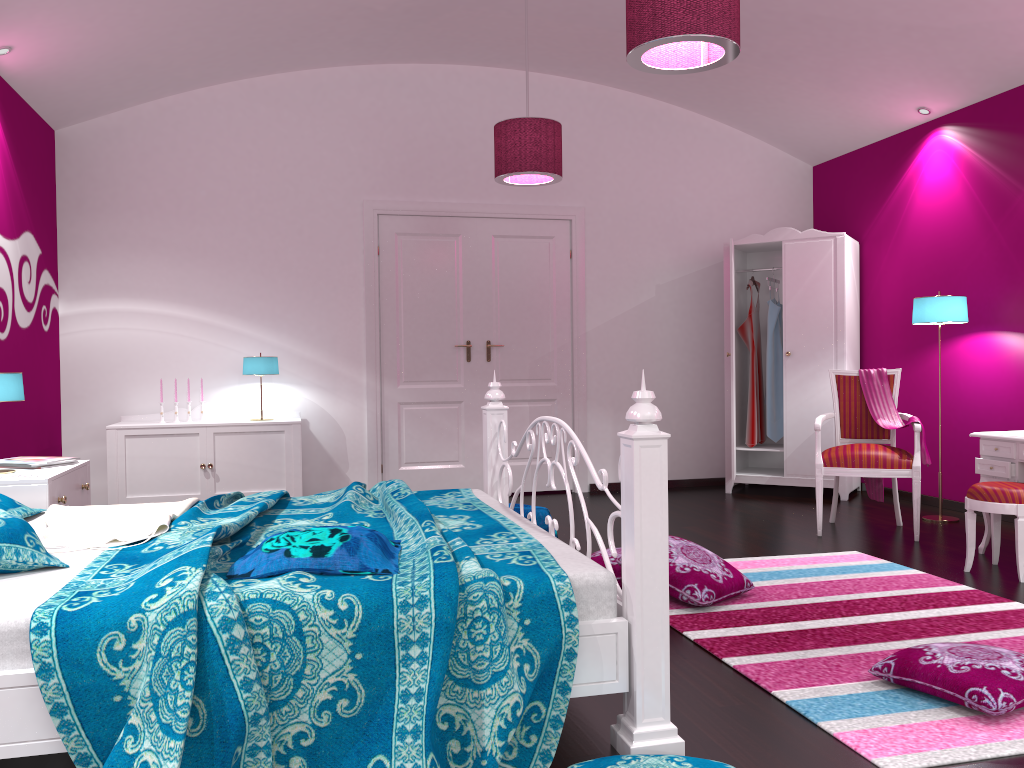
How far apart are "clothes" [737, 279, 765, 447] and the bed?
3.3m

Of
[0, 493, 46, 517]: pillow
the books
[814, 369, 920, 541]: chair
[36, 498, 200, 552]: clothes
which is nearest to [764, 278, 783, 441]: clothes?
[814, 369, 920, 541]: chair

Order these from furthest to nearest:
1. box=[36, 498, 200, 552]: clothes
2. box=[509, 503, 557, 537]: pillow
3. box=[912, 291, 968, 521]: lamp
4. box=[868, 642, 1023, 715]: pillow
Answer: box=[912, 291, 968, 521]: lamp < box=[509, 503, 557, 537]: pillow < box=[36, 498, 200, 552]: clothes < box=[868, 642, 1023, 715]: pillow

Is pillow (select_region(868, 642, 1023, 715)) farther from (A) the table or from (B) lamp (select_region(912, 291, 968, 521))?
(B) lamp (select_region(912, 291, 968, 521))

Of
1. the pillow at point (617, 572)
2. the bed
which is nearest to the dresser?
the pillow at point (617, 572)

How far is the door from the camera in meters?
6.3

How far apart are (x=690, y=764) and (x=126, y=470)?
4.4 meters

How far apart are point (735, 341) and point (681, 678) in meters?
4.3 m

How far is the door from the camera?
6.29m

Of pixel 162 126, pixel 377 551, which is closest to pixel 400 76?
pixel 162 126
